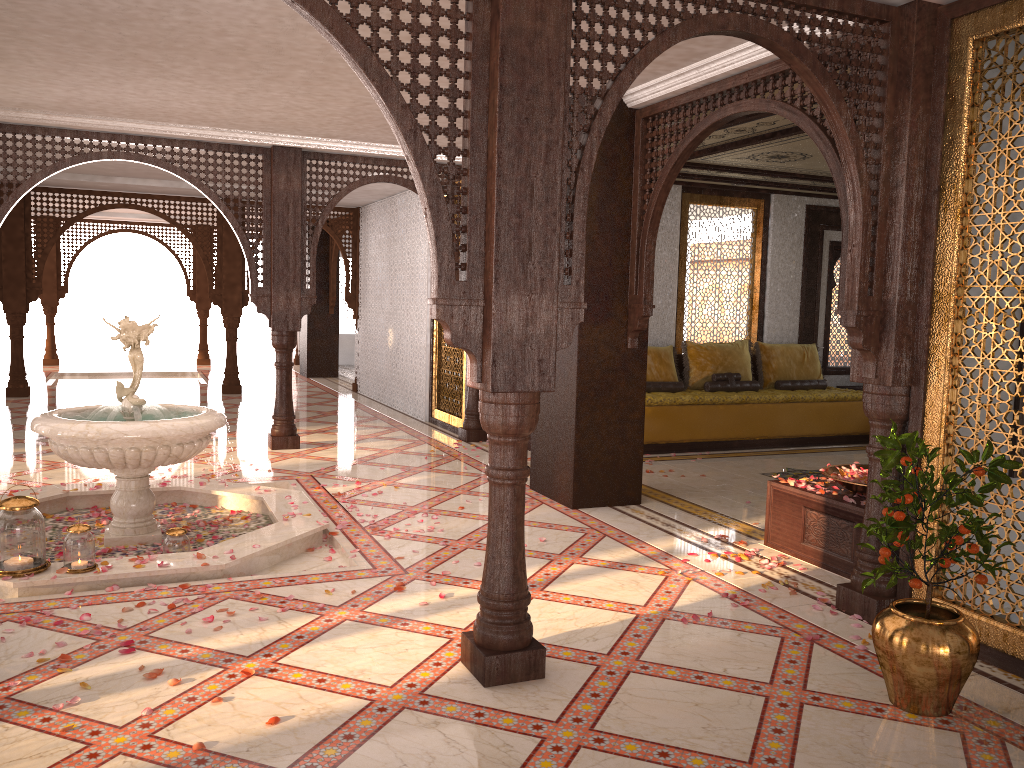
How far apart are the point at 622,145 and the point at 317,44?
2.2 meters

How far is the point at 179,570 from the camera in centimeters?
446cm

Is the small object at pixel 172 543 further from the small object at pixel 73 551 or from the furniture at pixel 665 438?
the furniture at pixel 665 438

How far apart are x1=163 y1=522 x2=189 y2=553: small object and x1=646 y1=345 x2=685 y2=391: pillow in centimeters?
570cm

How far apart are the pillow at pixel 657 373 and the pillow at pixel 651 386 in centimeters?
15cm

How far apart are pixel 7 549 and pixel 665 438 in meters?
5.9 m

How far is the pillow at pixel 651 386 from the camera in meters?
9.3

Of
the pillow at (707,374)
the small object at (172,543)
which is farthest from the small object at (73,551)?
the pillow at (707,374)

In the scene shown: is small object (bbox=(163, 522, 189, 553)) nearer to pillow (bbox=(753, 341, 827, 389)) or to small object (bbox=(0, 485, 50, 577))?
small object (bbox=(0, 485, 50, 577))

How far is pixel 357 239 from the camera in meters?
13.4
